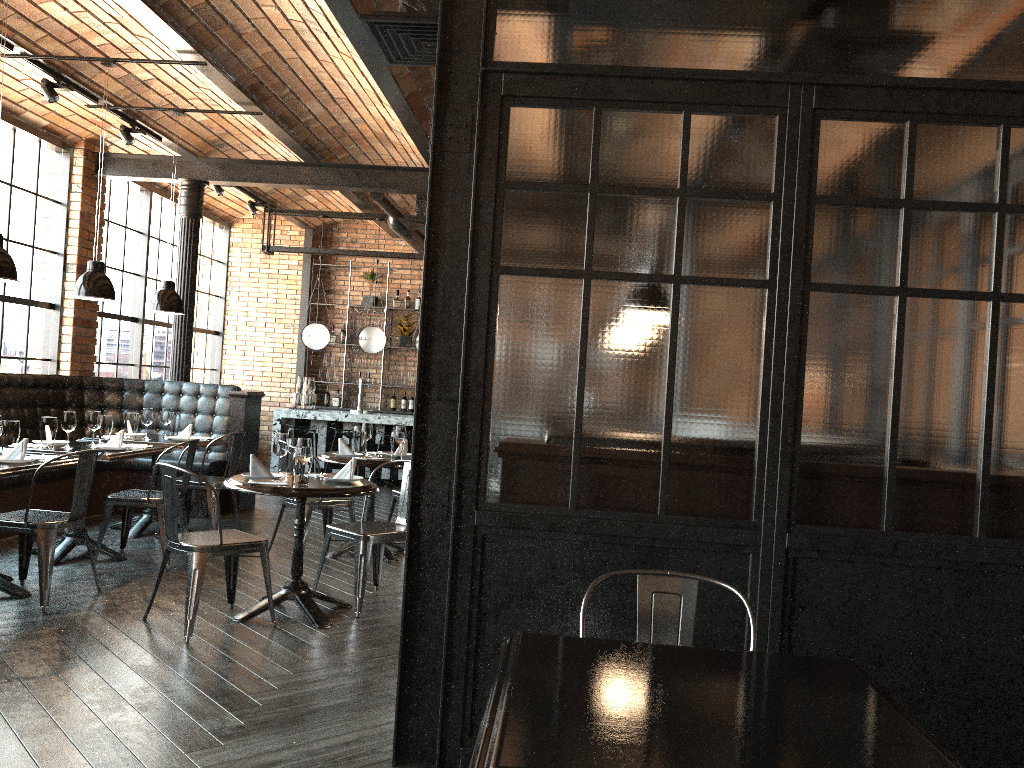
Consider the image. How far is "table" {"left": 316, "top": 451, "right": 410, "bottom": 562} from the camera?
6.4m

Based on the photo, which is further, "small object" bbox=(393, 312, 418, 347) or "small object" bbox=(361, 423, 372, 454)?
"small object" bbox=(393, 312, 418, 347)

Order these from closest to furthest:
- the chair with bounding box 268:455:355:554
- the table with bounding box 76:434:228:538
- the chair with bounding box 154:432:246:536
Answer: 1. the chair with bounding box 268:455:355:554
2. the table with bounding box 76:434:228:538
3. the chair with bounding box 154:432:246:536

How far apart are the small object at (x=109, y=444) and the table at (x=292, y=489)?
1.67m

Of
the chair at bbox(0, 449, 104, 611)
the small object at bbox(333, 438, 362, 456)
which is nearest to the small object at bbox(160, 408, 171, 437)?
the small object at bbox(333, 438, 362, 456)

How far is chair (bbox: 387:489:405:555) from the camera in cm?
713

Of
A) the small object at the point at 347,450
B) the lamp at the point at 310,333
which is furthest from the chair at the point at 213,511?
the lamp at the point at 310,333

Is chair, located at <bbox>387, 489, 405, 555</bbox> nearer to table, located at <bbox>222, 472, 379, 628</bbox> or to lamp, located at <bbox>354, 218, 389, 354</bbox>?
table, located at <bbox>222, 472, 379, 628</bbox>

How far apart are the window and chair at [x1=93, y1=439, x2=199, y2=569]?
2.9m

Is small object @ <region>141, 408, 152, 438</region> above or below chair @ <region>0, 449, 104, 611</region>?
above
